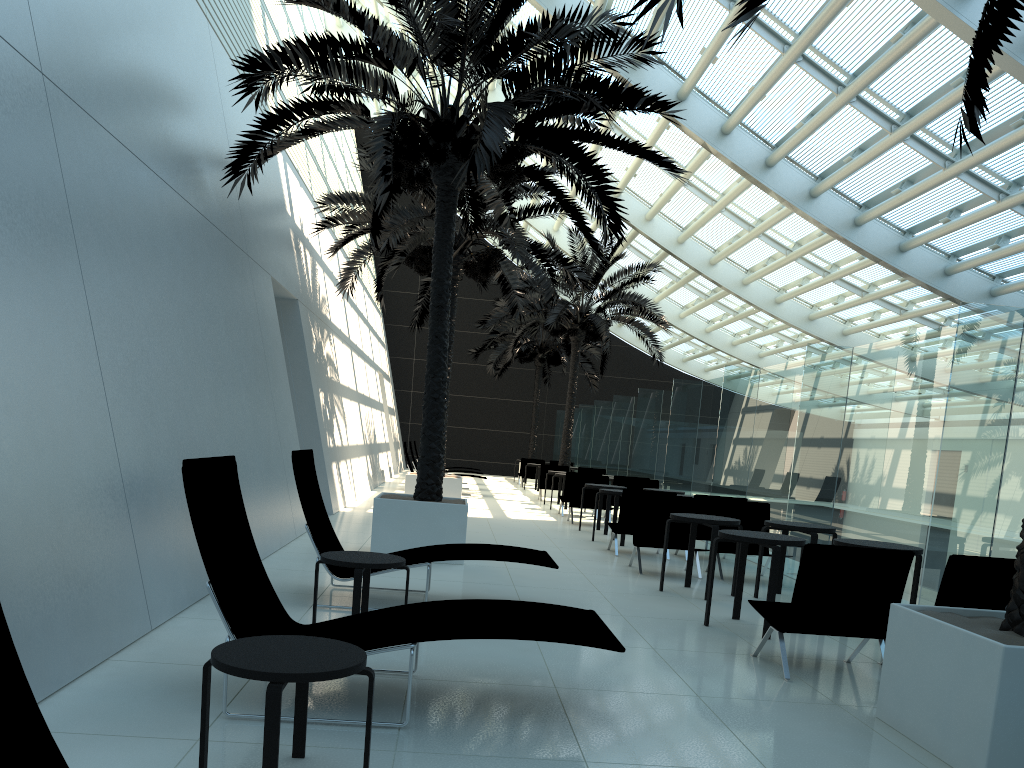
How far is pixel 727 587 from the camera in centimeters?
909cm

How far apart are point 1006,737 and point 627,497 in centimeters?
747cm

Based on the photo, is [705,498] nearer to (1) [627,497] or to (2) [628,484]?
(1) [627,497]

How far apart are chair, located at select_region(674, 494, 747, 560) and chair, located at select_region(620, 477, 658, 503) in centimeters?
466cm

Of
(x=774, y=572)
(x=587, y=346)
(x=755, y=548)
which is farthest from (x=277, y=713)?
(x=587, y=346)

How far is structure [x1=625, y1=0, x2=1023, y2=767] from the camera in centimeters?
368cm

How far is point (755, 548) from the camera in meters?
10.2 m

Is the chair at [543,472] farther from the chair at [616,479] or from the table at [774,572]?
the table at [774,572]

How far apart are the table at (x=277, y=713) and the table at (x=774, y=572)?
4.2m

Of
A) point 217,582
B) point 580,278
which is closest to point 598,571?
point 217,582
